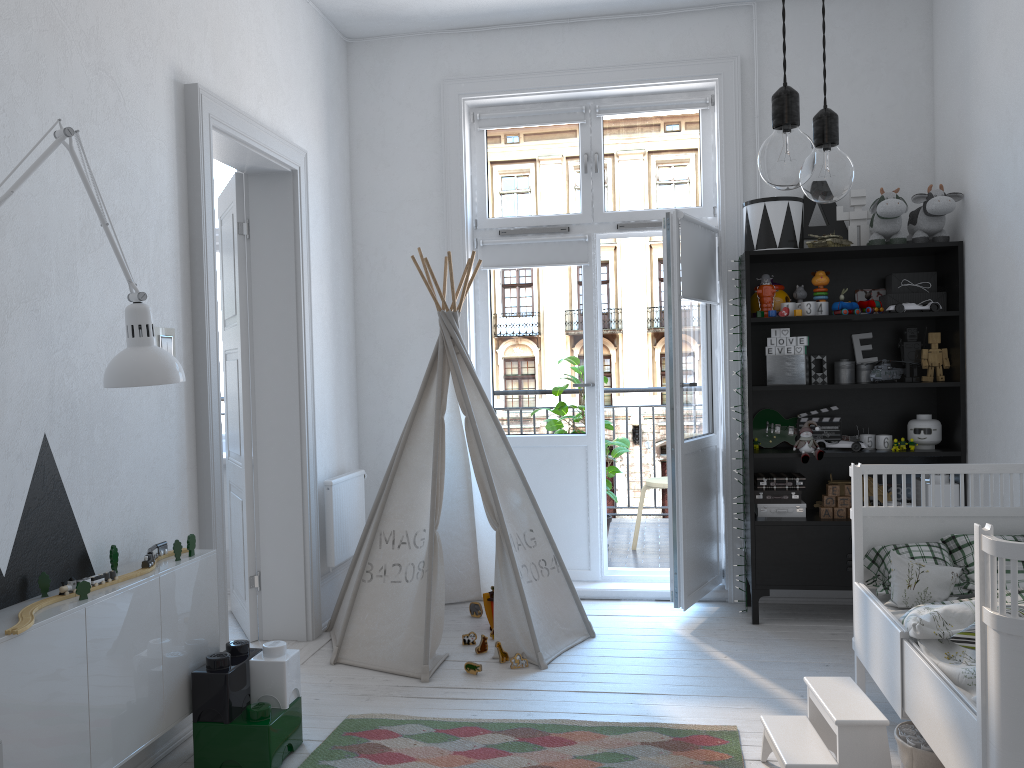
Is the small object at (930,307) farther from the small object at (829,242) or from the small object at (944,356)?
the small object at (829,242)

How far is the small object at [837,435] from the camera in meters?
4.1

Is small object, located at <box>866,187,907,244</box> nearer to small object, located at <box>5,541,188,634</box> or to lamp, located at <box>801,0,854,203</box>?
lamp, located at <box>801,0,854,203</box>

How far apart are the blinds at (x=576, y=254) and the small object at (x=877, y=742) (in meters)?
2.55

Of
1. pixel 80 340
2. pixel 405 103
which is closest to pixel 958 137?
pixel 405 103

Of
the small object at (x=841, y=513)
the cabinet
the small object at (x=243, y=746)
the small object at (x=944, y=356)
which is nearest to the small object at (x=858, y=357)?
the small object at (x=944, y=356)

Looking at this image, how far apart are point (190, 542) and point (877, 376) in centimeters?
291cm

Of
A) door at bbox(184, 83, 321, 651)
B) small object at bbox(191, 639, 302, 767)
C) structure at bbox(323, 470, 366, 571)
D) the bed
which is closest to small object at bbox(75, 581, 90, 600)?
small object at bbox(191, 639, 302, 767)

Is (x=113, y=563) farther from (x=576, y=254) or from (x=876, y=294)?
(x=876, y=294)

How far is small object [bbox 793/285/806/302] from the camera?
4.1 meters
